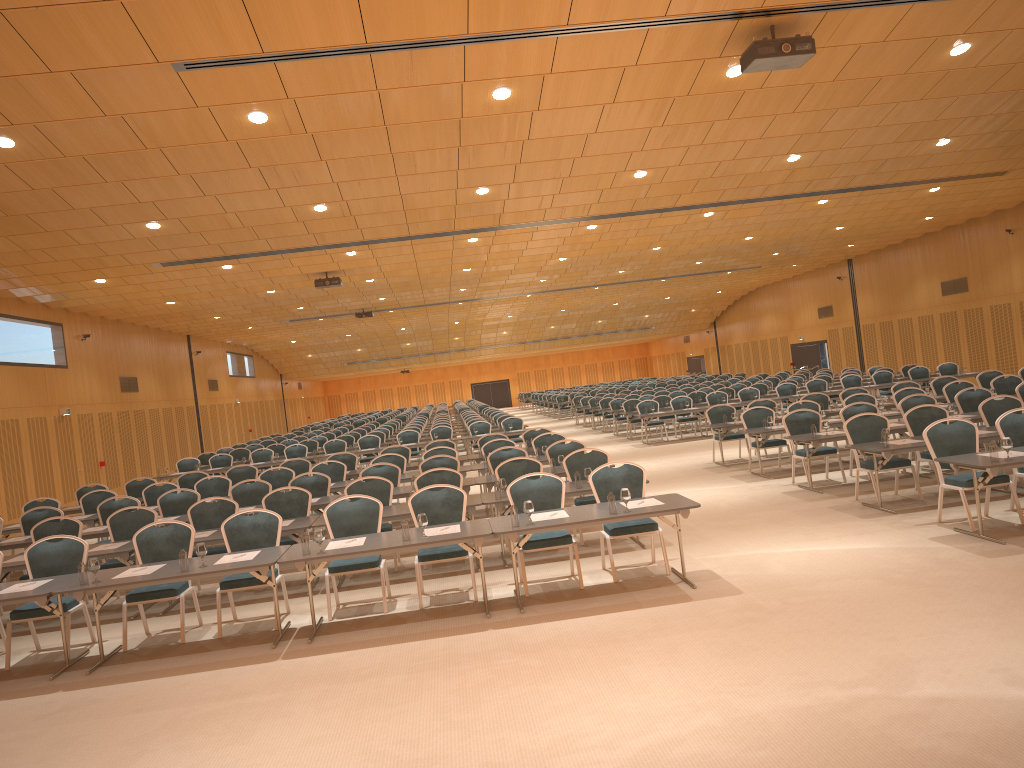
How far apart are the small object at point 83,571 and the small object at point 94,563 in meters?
0.1

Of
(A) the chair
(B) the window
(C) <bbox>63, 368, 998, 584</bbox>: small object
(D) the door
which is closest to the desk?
(C) <bbox>63, 368, 998, 584</bbox>: small object

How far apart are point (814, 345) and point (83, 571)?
34.5 meters

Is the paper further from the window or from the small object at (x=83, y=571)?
the window

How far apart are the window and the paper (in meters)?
29.37

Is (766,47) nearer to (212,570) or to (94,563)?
(212,570)

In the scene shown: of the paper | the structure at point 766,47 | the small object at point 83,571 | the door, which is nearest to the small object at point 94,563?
the small object at point 83,571

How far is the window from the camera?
36.90m

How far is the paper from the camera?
8.02m

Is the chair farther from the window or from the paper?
the window
